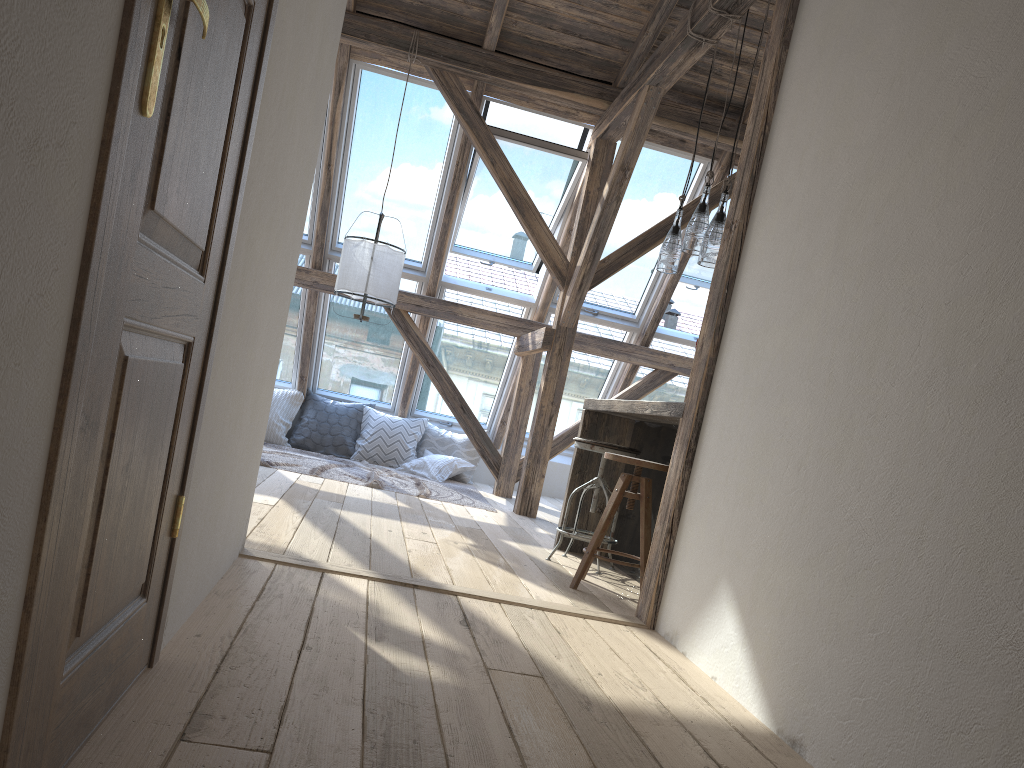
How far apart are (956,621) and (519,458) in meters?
5.7

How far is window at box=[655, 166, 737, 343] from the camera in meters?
7.6

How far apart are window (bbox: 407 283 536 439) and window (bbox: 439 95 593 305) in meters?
0.1 m

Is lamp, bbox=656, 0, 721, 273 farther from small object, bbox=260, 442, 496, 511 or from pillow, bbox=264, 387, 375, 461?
pillow, bbox=264, 387, 375, 461

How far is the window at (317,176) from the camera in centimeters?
682cm

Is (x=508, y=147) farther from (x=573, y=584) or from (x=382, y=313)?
(x=573, y=584)

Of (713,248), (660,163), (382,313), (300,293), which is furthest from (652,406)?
(300,293)

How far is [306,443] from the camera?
7.7m

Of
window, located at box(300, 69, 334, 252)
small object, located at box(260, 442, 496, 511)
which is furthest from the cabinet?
window, located at box(300, 69, 334, 252)

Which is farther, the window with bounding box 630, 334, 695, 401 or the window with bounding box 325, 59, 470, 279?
the window with bounding box 630, 334, 695, 401
